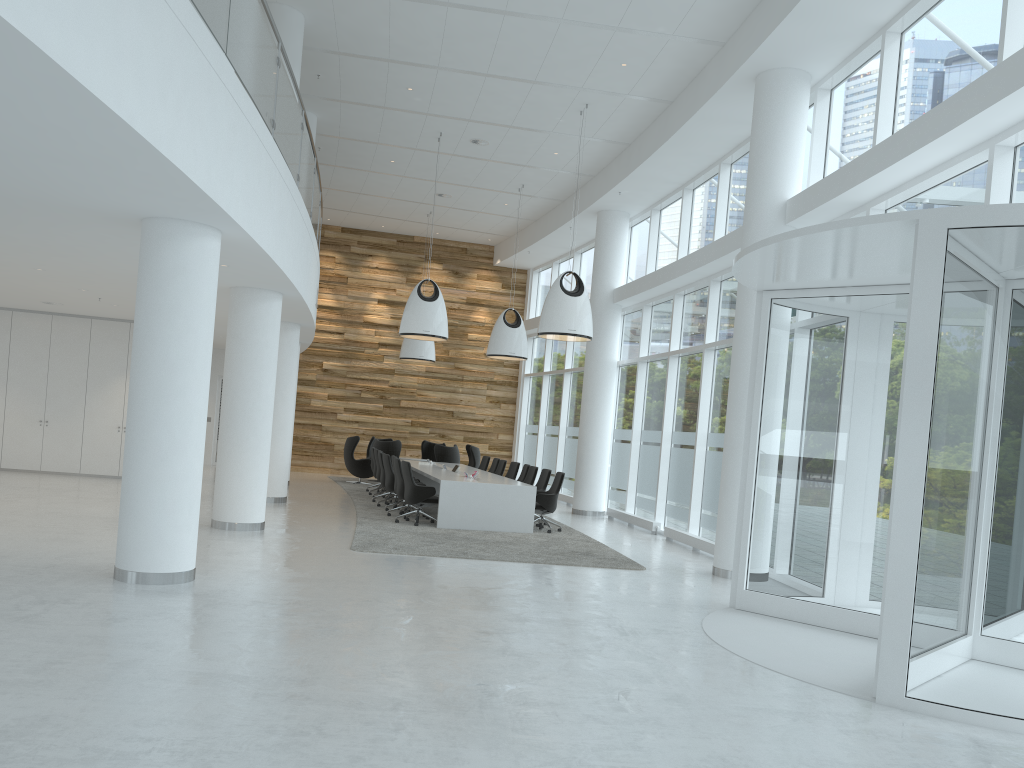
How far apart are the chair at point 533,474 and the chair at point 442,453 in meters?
4.8

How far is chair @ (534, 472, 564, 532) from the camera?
13.9m

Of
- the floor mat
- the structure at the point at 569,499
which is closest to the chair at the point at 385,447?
the floor mat

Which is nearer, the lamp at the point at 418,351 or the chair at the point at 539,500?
the chair at the point at 539,500

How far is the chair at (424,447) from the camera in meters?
23.1 m

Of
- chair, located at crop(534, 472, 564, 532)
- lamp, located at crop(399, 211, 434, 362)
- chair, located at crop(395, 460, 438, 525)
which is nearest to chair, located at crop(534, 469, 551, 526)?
chair, located at crop(534, 472, 564, 532)

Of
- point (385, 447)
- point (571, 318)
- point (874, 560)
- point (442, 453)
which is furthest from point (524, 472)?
point (874, 560)

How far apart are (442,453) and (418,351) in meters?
2.7 m

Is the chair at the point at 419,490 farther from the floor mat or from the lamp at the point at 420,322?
the lamp at the point at 420,322

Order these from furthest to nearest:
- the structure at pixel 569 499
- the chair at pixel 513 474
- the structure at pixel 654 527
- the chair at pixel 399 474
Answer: the structure at pixel 569 499 → the chair at pixel 513 474 → the structure at pixel 654 527 → the chair at pixel 399 474
